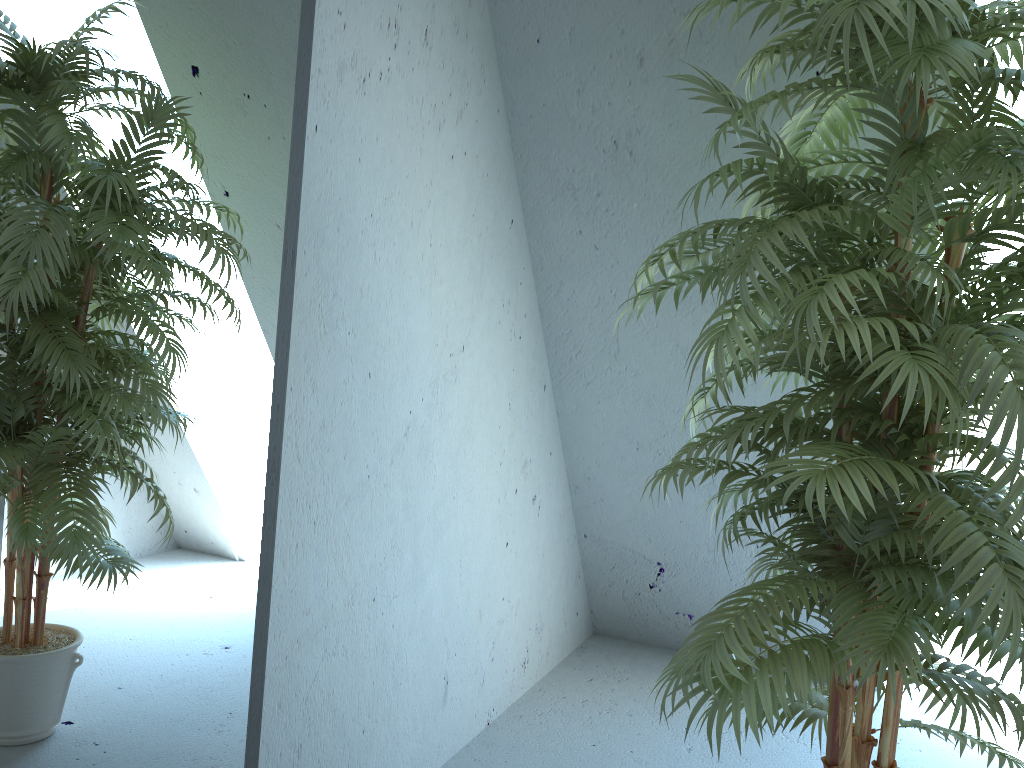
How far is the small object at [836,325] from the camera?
1.2 meters

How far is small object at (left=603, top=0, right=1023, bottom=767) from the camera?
1.23m
